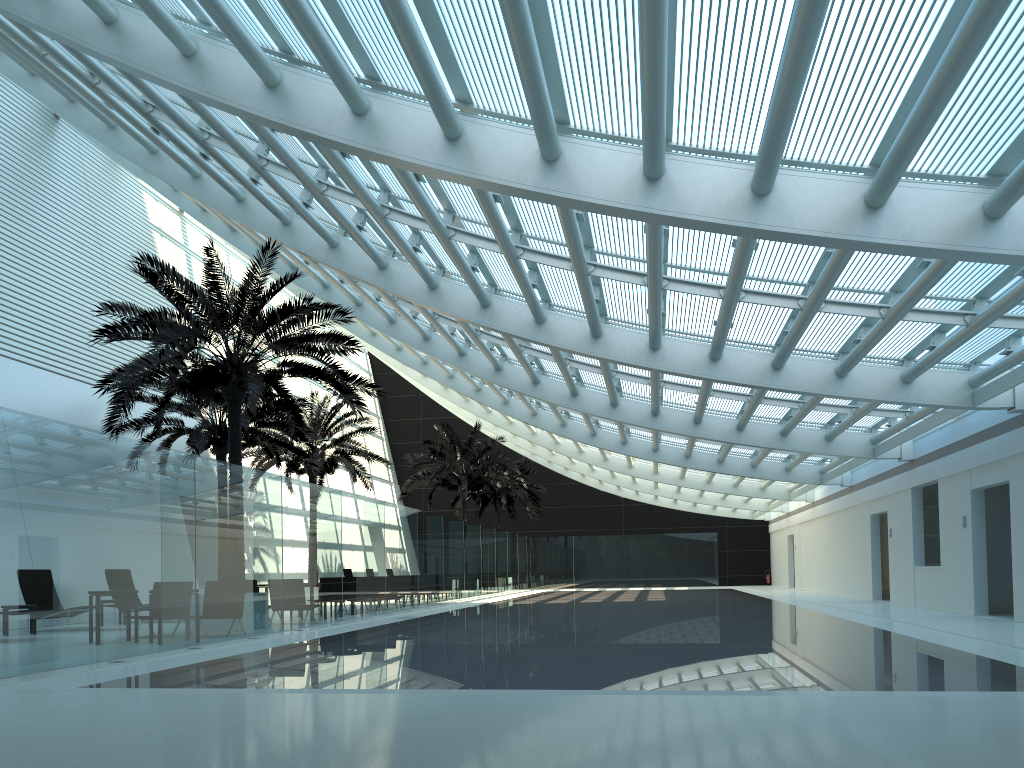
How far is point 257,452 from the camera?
26.1m

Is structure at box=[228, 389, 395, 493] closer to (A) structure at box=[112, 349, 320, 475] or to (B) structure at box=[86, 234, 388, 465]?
(A) structure at box=[112, 349, 320, 475]

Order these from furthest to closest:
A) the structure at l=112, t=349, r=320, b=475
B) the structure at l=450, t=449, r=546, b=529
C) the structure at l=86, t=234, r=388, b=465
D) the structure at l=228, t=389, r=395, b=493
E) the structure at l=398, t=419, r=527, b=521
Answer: the structure at l=450, t=449, r=546, b=529, the structure at l=398, t=419, r=527, b=521, the structure at l=228, t=389, r=395, b=493, the structure at l=112, t=349, r=320, b=475, the structure at l=86, t=234, r=388, b=465

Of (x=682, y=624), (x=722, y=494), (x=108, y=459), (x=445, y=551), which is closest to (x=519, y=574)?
(x=722, y=494)

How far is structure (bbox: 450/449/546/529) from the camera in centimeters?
4042cm

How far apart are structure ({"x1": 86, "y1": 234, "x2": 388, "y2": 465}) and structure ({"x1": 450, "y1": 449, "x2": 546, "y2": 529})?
23.1m

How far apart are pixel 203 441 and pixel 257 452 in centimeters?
593cm

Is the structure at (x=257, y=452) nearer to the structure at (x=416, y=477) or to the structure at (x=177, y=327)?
the structure at (x=416, y=477)

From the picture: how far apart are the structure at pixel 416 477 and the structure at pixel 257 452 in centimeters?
389cm

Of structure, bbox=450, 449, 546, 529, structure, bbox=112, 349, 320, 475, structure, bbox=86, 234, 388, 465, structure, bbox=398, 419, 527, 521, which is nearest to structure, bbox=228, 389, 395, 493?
structure, bbox=112, 349, 320, 475
